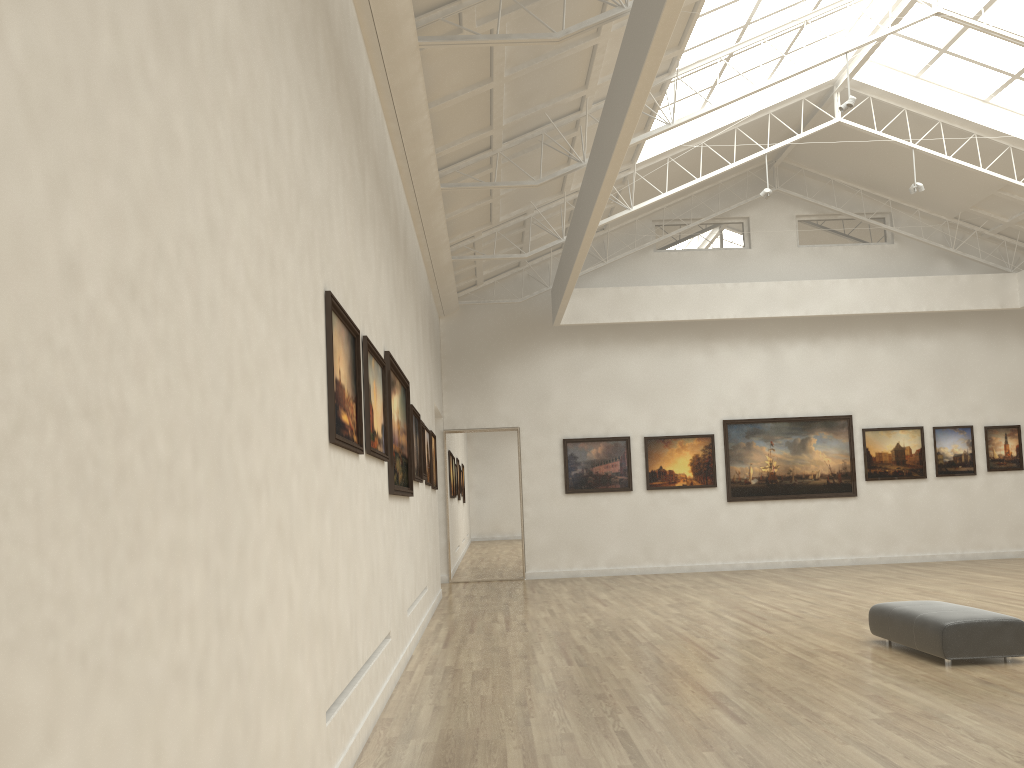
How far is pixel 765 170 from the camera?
34.1 meters
